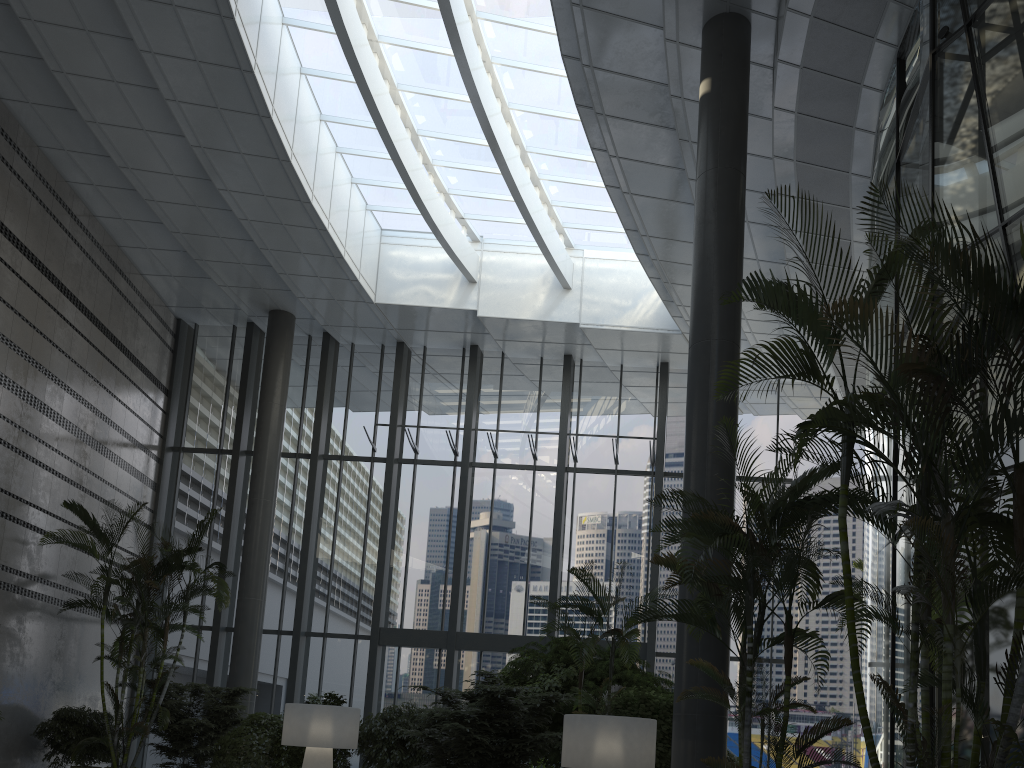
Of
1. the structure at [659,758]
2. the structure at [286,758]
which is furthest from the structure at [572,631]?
the structure at [286,758]

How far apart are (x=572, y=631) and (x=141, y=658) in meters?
6.6

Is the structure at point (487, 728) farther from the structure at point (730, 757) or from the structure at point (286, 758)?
the structure at point (730, 757)

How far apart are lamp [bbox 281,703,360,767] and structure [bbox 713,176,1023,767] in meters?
5.9 m

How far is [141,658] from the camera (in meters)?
11.04

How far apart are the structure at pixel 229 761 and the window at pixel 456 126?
2.3 meters

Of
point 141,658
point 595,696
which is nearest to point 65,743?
point 141,658

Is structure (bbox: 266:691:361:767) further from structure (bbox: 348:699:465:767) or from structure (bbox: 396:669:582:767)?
structure (bbox: 396:669:582:767)

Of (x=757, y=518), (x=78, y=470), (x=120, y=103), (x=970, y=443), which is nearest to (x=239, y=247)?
(x=120, y=103)

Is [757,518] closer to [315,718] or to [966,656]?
[966,656]
